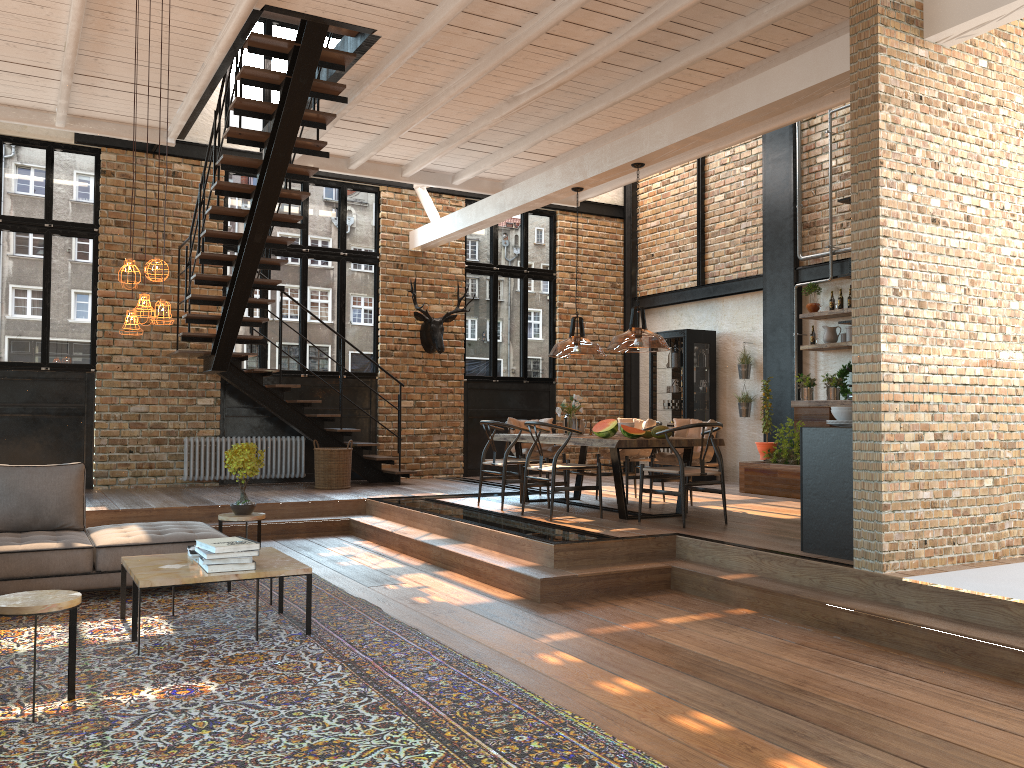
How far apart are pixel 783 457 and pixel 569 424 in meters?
3.0

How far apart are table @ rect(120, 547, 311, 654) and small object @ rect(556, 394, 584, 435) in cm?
378

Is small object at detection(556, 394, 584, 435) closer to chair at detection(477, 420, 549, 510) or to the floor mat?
chair at detection(477, 420, 549, 510)

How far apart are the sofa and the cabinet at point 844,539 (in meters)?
4.06

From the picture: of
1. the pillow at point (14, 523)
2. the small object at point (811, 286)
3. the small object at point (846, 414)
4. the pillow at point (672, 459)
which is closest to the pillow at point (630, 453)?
the pillow at point (672, 459)

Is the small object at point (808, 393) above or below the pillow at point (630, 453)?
above

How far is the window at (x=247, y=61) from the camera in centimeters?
1176cm

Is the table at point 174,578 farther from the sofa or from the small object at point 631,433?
the small object at point 631,433

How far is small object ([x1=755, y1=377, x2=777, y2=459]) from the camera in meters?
10.5 m

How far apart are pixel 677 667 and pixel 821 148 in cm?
850
